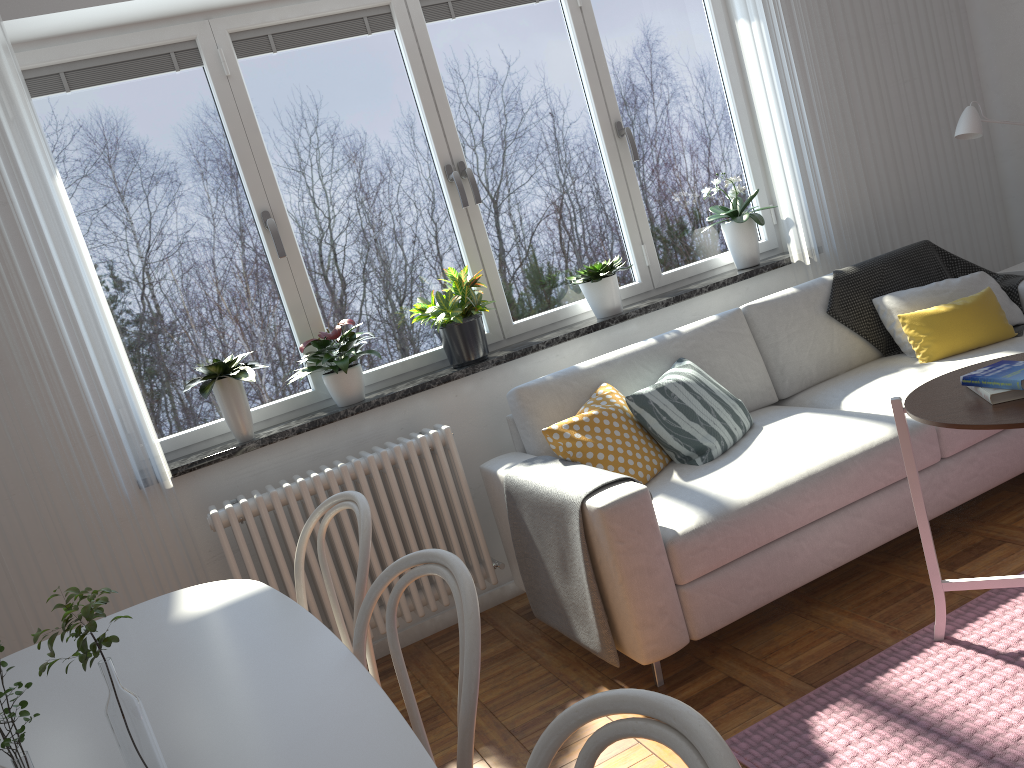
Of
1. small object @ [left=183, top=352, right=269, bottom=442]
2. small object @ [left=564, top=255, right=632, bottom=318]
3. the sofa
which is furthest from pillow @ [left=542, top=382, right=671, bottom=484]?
small object @ [left=183, top=352, right=269, bottom=442]

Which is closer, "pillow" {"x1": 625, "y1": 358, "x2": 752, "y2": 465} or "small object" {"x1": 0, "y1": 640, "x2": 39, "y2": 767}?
"small object" {"x1": 0, "y1": 640, "x2": 39, "y2": 767}

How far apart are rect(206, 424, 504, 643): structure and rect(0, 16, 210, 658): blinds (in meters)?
0.12

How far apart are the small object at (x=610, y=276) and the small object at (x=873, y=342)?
0.84m

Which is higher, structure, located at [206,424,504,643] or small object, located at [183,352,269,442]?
small object, located at [183,352,269,442]

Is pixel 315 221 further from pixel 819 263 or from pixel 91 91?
pixel 819 263

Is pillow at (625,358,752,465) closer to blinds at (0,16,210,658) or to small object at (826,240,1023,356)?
small object at (826,240,1023,356)

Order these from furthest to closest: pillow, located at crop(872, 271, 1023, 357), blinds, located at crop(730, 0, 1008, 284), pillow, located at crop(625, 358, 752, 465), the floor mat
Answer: blinds, located at crop(730, 0, 1008, 284) < pillow, located at crop(872, 271, 1023, 357) < pillow, located at crop(625, 358, 752, 465) < the floor mat

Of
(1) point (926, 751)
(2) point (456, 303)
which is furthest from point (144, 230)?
(1) point (926, 751)

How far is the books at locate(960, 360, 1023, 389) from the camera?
2.0m
